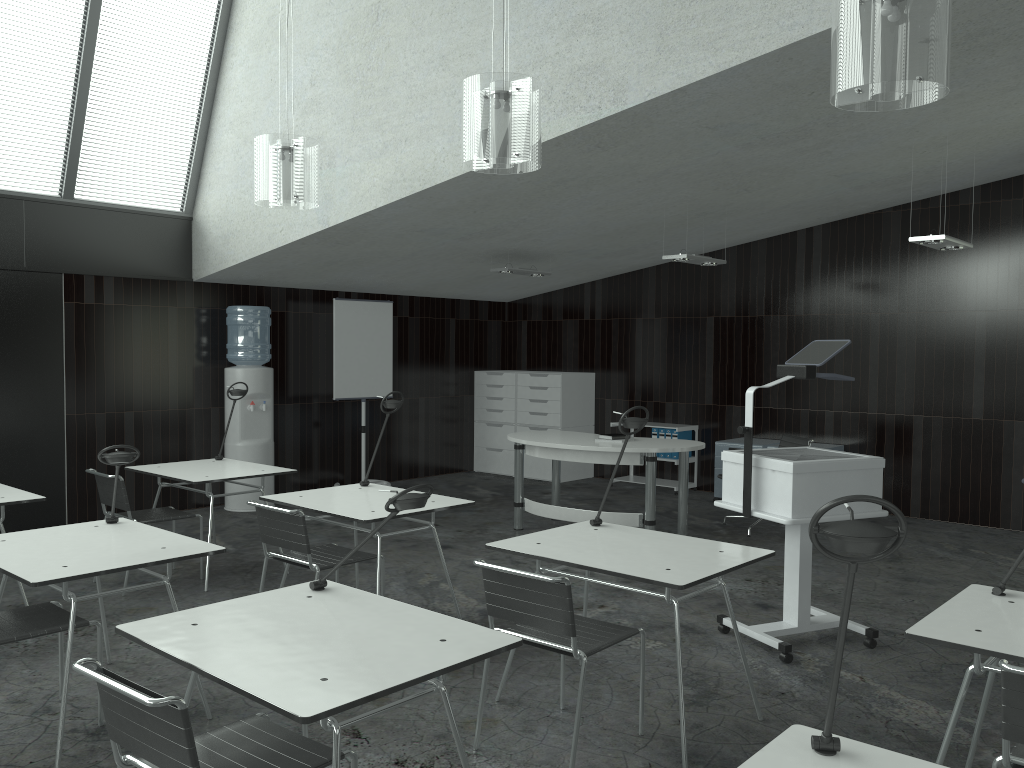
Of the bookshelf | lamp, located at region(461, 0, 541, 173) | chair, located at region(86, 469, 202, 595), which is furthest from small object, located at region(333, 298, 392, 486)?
lamp, located at region(461, 0, 541, 173)

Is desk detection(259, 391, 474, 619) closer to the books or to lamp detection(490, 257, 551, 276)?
lamp detection(490, 257, 551, 276)

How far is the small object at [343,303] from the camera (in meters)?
8.38

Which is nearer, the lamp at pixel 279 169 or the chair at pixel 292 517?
the chair at pixel 292 517

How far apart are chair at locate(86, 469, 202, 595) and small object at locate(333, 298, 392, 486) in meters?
3.0 m

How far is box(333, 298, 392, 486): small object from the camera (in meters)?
8.38

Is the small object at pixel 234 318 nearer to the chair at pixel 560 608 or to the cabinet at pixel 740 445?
the cabinet at pixel 740 445

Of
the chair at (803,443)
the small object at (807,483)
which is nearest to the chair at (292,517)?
the small object at (807,483)

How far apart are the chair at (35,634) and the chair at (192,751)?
1.17m

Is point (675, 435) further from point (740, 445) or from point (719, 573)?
point (719, 573)
